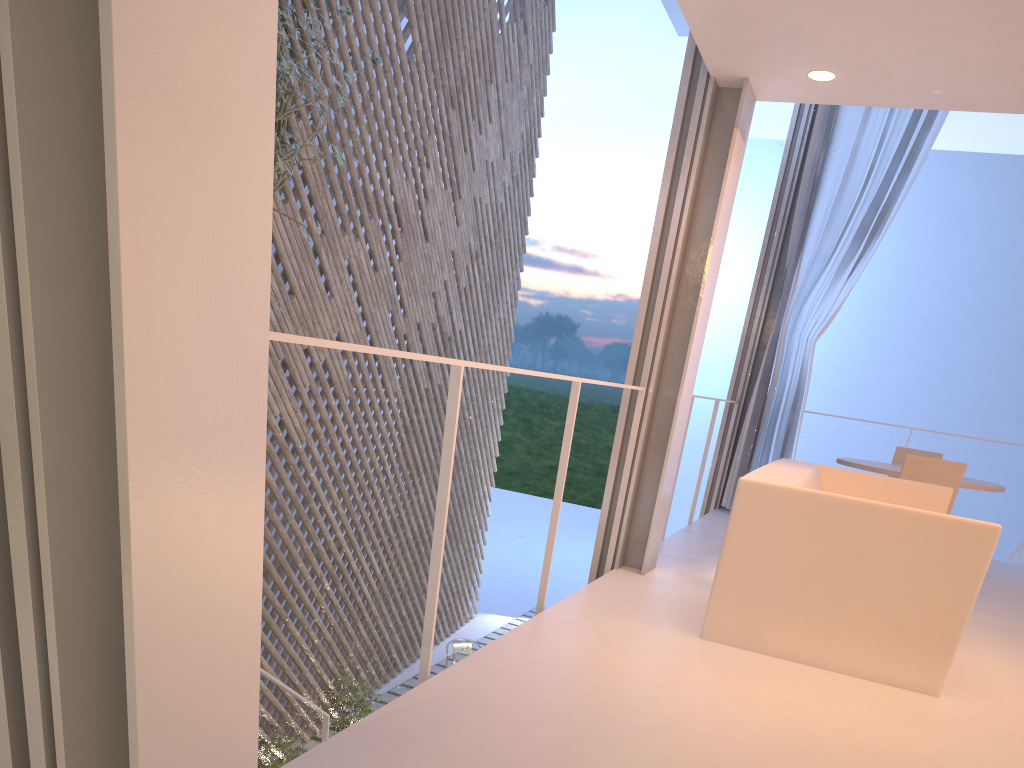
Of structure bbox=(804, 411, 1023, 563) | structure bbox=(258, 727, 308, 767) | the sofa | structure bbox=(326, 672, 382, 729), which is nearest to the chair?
structure bbox=(326, 672, 382, 729)

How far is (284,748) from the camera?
3.5m

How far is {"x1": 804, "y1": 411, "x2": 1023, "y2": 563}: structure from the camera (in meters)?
4.16

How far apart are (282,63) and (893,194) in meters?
2.7

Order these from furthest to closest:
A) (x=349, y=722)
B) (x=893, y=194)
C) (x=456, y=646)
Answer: (x=456, y=646) → (x=349, y=722) → (x=893, y=194)

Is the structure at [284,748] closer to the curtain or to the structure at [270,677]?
the structure at [270,677]

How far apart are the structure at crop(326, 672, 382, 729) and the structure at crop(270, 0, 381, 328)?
2.3 meters

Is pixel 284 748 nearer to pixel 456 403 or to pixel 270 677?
pixel 270 677

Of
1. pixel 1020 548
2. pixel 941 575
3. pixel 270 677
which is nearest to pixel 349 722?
pixel 270 677

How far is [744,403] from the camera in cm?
407
